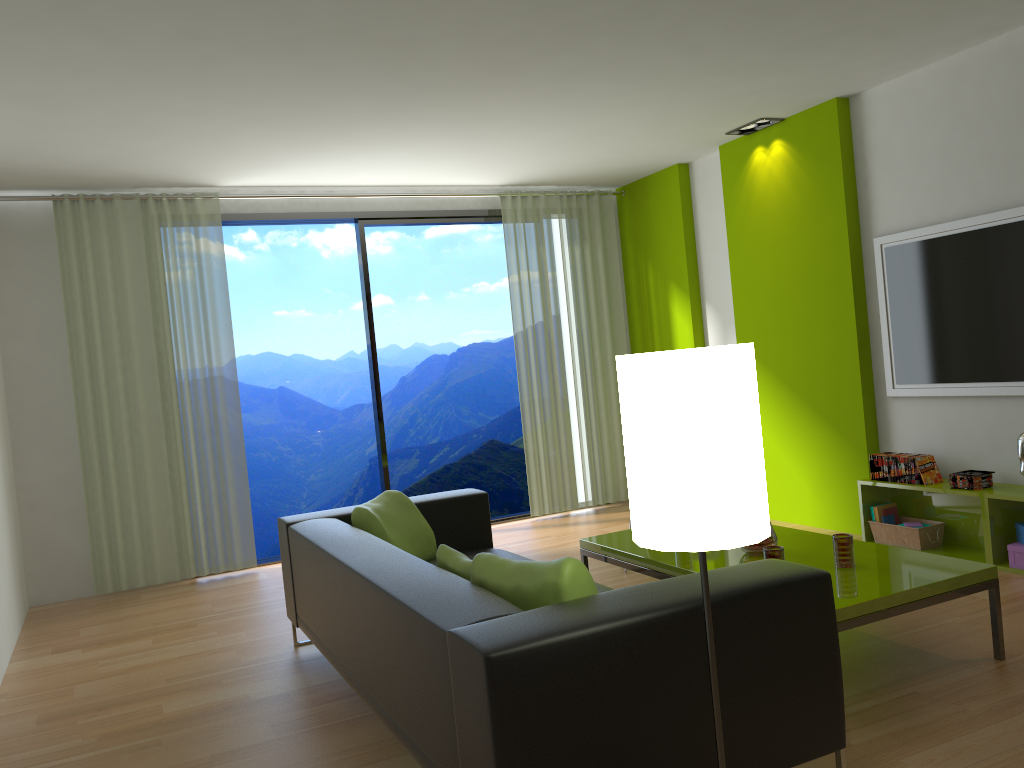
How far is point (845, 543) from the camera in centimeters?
339cm

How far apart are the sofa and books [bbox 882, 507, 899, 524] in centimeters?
236cm

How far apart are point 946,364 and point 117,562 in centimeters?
517cm

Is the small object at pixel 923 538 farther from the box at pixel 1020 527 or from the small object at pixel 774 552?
the small object at pixel 774 552

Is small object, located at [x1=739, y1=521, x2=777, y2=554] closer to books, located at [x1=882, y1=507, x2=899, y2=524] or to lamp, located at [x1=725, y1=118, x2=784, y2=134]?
books, located at [x1=882, y1=507, x2=899, y2=524]

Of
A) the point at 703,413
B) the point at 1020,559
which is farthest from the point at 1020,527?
the point at 703,413

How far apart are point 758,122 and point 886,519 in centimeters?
263cm

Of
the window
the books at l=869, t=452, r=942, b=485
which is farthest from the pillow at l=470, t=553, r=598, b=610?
the window

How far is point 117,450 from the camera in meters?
5.8 m

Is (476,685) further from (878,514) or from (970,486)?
(878,514)
